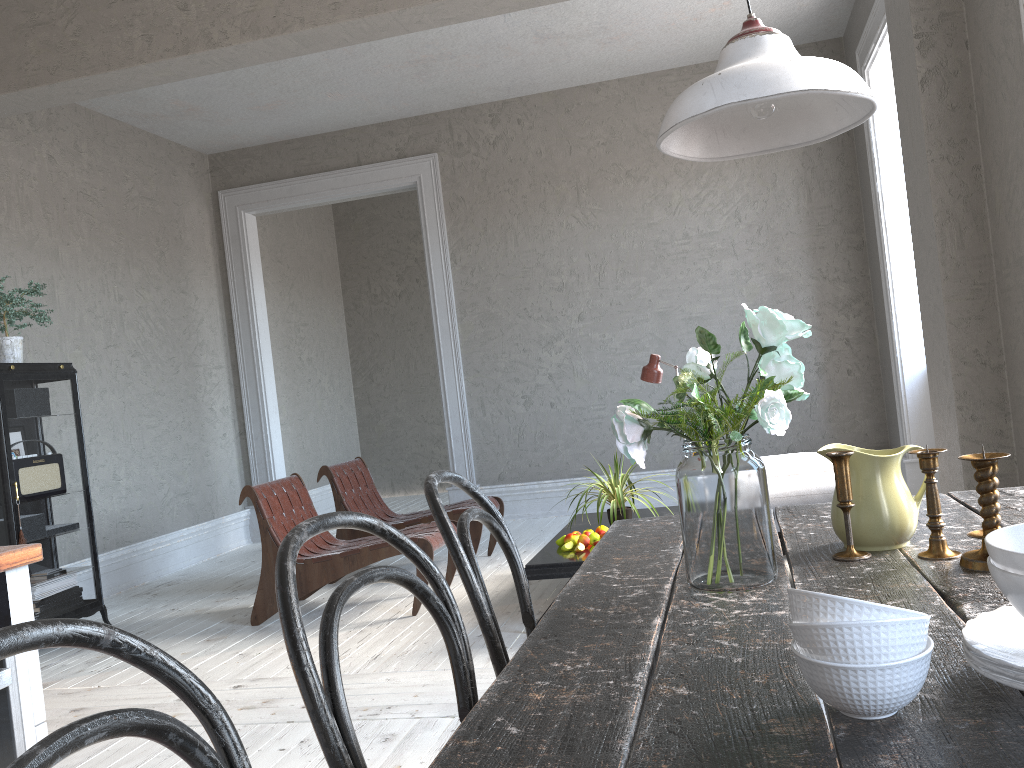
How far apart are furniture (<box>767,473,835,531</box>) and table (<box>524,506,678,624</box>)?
0.7m

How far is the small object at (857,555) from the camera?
1.4 meters

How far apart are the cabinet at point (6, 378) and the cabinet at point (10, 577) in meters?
A: 3.0 m

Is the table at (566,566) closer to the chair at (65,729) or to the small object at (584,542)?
the small object at (584,542)

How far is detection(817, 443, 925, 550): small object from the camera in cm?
139

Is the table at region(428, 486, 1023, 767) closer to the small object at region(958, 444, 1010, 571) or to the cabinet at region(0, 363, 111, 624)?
the small object at region(958, 444, 1010, 571)

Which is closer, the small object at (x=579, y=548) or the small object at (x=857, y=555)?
the small object at (x=857, y=555)

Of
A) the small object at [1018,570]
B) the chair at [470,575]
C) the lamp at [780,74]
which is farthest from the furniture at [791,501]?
the small object at [1018,570]

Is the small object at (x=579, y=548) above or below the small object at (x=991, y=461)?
below

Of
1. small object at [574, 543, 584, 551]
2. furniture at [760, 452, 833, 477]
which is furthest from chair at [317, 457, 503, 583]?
furniture at [760, 452, 833, 477]
